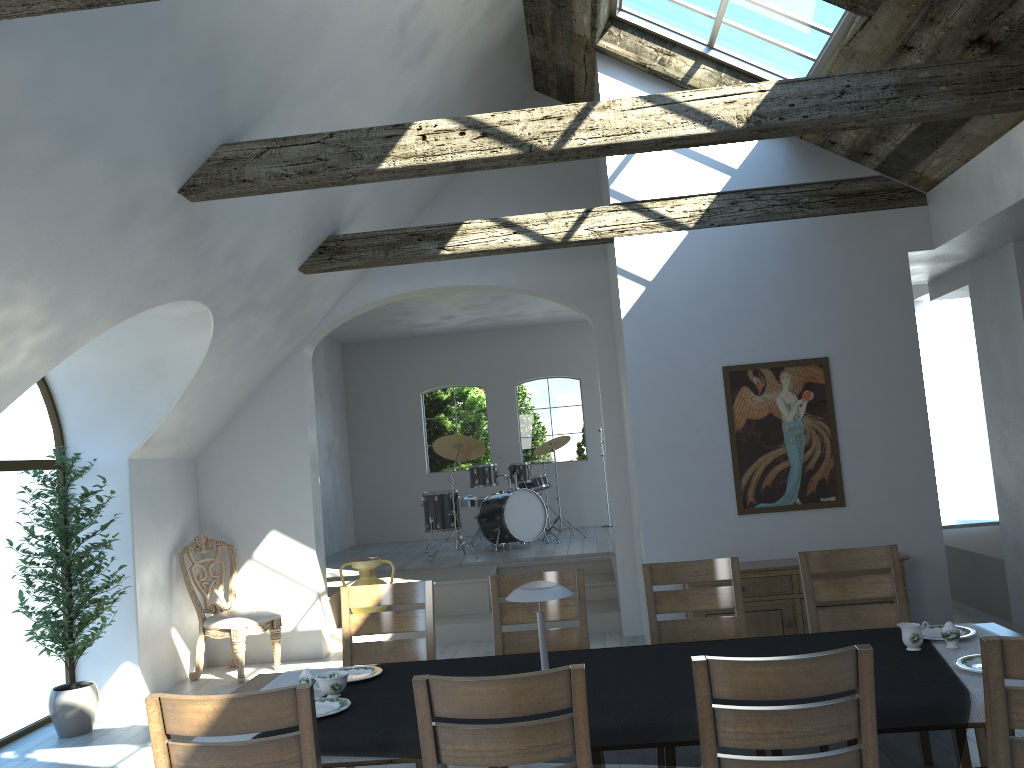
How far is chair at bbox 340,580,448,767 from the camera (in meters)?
→ 4.32

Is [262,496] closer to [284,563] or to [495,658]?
[284,563]

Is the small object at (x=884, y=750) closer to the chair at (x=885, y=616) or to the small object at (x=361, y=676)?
the small object at (x=361, y=676)

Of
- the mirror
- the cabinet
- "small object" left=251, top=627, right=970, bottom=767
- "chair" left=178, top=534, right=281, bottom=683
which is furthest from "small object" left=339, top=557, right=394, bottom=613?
"small object" left=251, top=627, right=970, bottom=767

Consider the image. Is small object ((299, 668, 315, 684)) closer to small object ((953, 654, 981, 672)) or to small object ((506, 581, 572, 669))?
small object ((506, 581, 572, 669))

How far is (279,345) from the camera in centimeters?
745cm

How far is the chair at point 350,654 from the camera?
4.3m

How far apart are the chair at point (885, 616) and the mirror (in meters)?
1.92

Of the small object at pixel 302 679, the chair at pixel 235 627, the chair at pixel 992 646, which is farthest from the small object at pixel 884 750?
the chair at pixel 235 627

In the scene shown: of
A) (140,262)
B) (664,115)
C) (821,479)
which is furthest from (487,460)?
(664,115)
